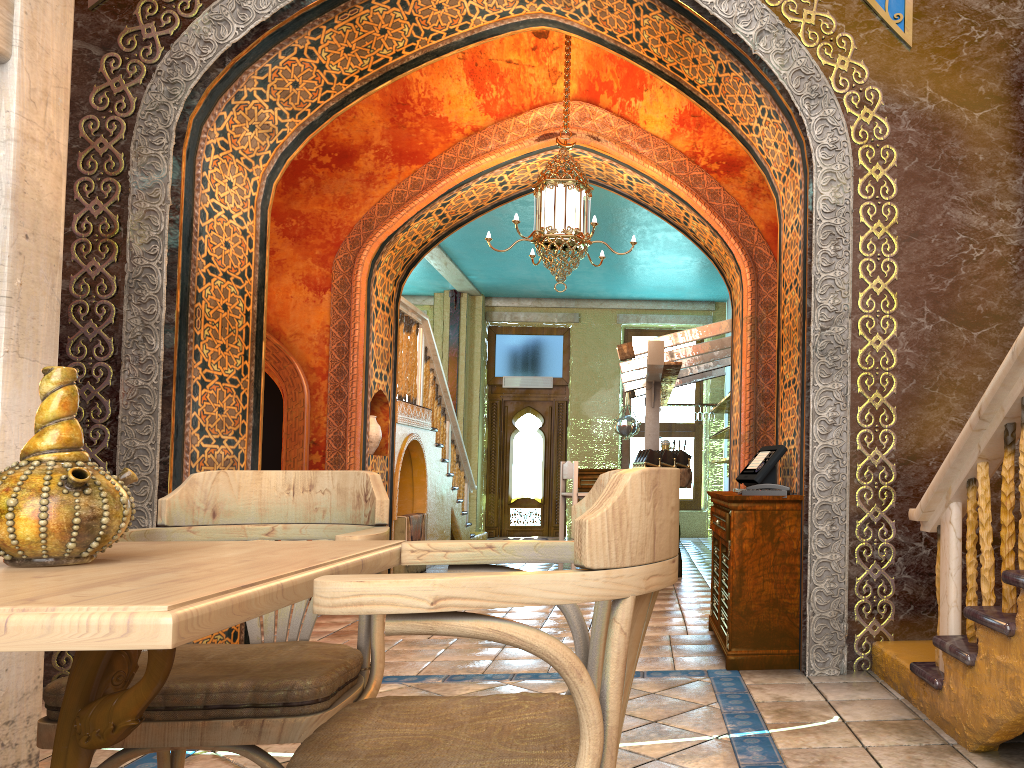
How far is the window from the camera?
15.64m

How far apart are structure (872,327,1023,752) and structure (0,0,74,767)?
3.3m

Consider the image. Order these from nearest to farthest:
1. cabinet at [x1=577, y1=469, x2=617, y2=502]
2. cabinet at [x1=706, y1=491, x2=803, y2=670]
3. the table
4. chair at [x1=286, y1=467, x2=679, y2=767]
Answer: the table < chair at [x1=286, y1=467, x2=679, y2=767] < cabinet at [x1=706, y1=491, x2=803, y2=670] < cabinet at [x1=577, y1=469, x2=617, y2=502]

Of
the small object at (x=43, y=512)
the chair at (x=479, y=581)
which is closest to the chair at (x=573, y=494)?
the chair at (x=479, y=581)

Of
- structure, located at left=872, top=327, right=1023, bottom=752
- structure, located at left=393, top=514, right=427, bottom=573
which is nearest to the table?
structure, located at left=872, top=327, right=1023, bottom=752

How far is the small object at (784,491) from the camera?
4.8m

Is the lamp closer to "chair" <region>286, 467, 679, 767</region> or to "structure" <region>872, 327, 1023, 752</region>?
"structure" <region>872, 327, 1023, 752</region>

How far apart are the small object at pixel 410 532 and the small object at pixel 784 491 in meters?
5.5 m

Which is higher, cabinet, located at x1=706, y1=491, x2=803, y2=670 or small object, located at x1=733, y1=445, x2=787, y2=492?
small object, located at x1=733, y1=445, x2=787, y2=492

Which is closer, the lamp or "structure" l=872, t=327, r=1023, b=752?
"structure" l=872, t=327, r=1023, b=752
